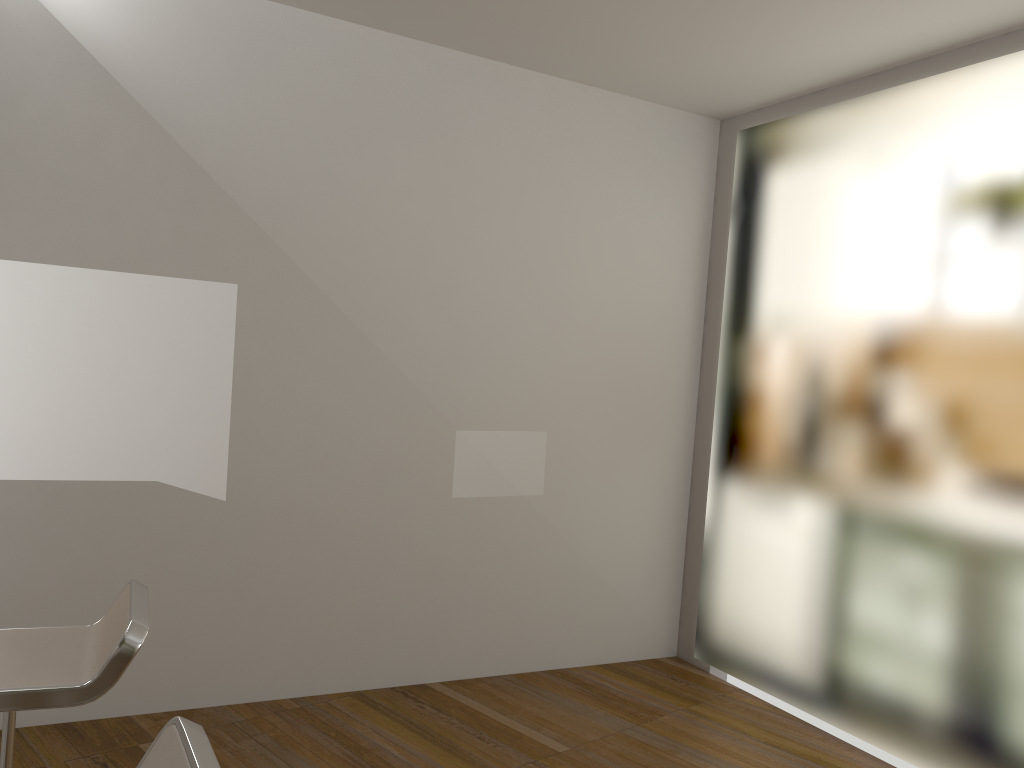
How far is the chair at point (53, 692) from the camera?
1.67m

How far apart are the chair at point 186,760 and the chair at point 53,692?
0.4 meters

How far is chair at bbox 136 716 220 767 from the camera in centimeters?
120cm

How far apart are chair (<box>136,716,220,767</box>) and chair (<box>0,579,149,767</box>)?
0.44m

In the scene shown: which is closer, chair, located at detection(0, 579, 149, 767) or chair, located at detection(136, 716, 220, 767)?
chair, located at detection(136, 716, 220, 767)

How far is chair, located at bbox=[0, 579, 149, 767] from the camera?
1.67m

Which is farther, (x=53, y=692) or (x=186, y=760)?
(x=53, y=692)

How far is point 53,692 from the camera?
1.7 meters

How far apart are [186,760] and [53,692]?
0.6 meters

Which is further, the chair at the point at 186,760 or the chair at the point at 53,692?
the chair at the point at 53,692
